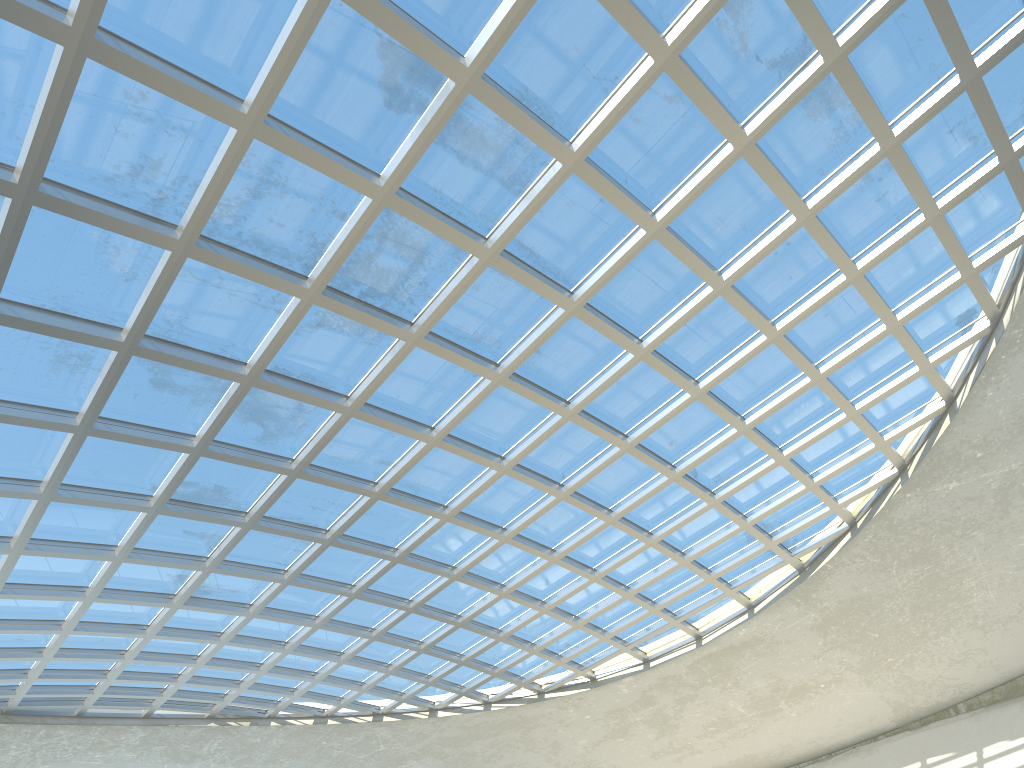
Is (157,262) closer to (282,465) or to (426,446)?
(282,465)

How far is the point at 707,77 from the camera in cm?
3762
